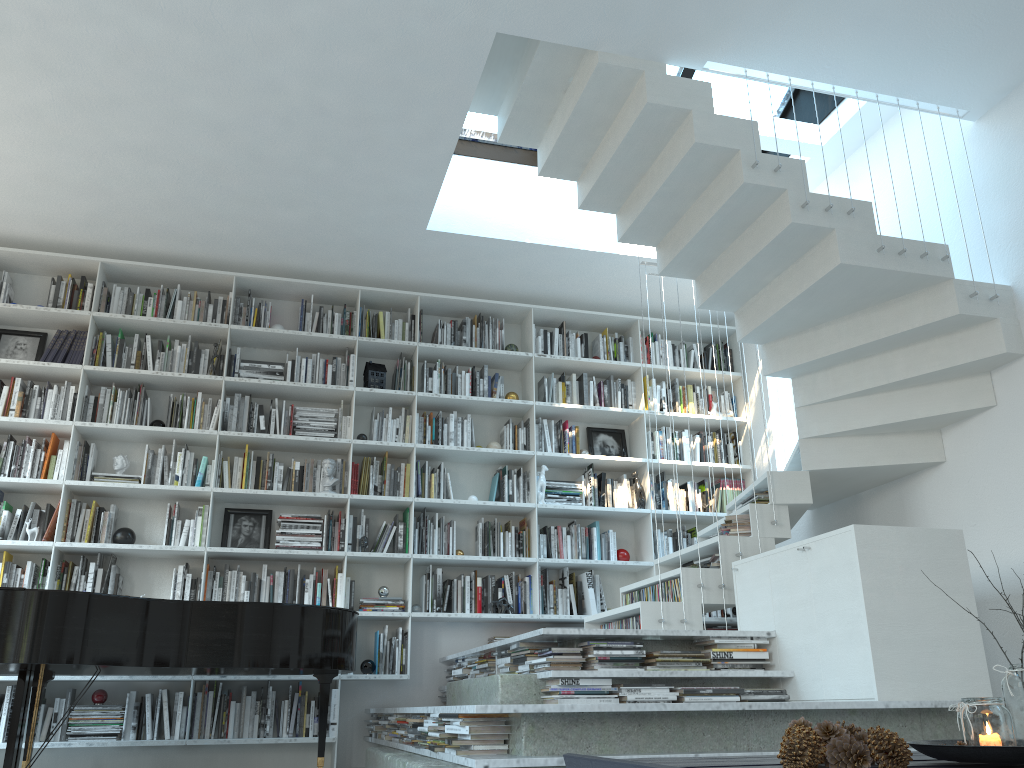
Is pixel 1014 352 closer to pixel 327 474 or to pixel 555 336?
pixel 555 336

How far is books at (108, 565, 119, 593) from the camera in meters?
5.3 m

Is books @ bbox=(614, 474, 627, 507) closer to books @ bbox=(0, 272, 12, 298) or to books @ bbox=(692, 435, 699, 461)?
books @ bbox=(692, 435, 699, 461)

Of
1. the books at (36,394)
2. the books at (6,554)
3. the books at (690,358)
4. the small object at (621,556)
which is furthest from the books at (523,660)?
the books at (36,394)

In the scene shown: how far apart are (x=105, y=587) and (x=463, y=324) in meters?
2.9 m

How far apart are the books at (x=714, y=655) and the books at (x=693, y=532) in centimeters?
244cm

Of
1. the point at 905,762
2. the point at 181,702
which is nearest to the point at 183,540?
the point at 181,702

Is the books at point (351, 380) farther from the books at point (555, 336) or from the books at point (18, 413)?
the books at point (18, 413)

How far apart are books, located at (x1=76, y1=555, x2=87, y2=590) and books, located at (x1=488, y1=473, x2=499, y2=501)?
2.6m

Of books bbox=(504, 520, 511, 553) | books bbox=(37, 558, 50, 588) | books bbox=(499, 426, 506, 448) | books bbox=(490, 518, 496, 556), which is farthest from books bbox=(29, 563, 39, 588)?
books bbox=(499, 426, 506, 448)
